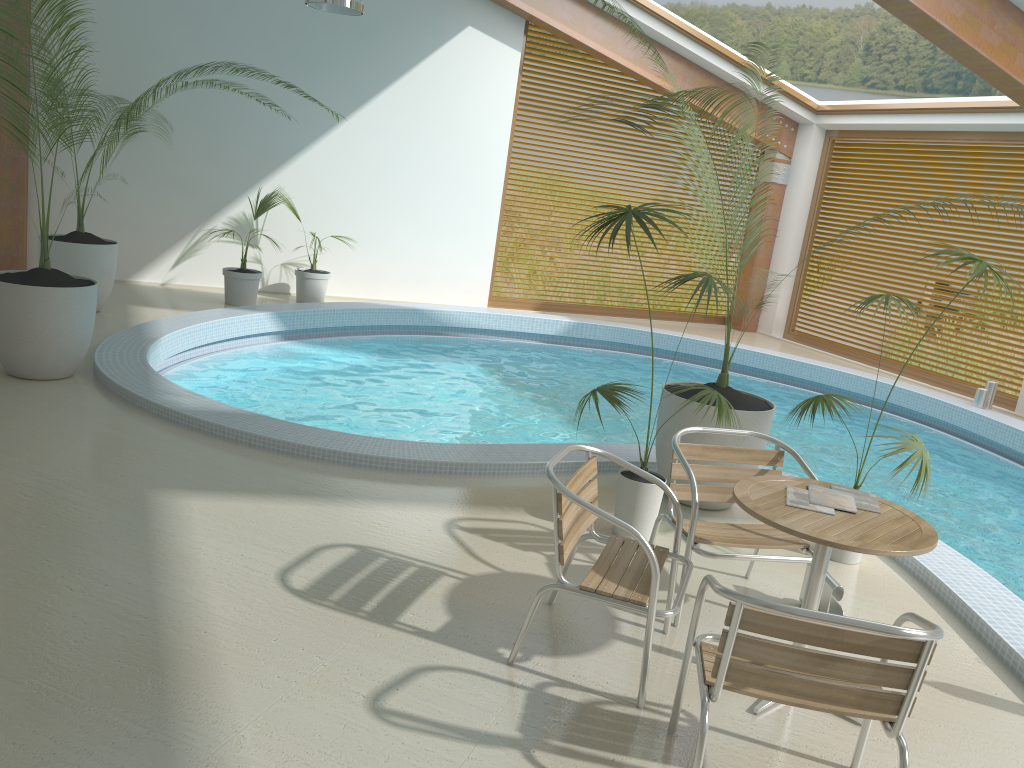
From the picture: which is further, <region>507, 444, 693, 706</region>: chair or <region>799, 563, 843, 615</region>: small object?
<region>799, 563, 843, 615</region>: small object

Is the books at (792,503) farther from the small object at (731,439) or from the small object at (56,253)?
the small object at (56,253)

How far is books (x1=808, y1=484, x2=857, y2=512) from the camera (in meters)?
3.20

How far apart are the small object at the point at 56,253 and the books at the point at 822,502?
6.8 meters

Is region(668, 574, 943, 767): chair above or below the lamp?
below

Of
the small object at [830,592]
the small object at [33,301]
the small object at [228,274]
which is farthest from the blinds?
the small object at [33,301]

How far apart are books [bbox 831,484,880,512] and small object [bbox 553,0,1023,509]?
1.5 meters

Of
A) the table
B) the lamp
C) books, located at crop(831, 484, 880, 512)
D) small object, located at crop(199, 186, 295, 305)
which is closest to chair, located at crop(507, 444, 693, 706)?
the table

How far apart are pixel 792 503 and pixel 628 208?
1.7 meters

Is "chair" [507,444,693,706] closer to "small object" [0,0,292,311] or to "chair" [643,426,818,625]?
"chair" [643,426,818,625]
